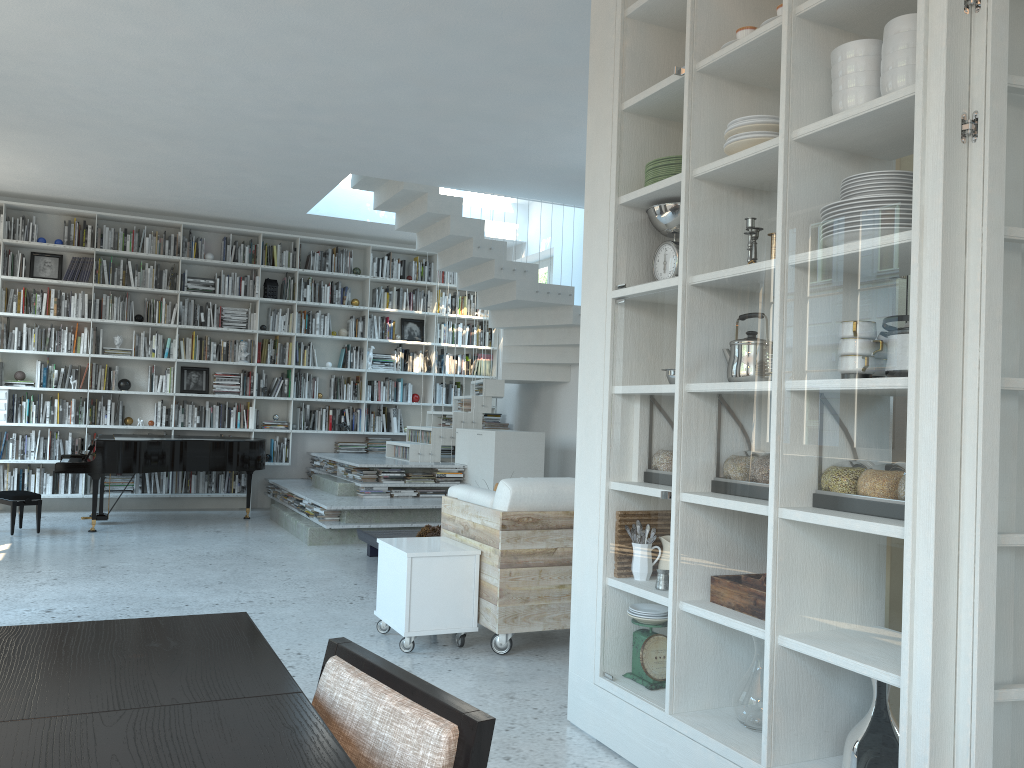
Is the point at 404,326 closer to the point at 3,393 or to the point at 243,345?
the point at 243,345

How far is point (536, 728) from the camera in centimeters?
327cm

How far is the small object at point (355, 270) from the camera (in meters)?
10.46

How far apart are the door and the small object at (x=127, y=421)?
9.07m

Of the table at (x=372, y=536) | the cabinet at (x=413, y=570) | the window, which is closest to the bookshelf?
the window

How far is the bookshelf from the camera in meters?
9.2

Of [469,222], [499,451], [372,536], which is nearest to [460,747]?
[372,536]

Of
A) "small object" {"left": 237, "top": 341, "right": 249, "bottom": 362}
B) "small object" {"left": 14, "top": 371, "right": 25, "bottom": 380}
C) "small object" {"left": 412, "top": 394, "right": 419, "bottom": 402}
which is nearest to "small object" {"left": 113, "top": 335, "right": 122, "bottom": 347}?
"small object" {"left": 14, "top": 371, "right": 25, "bottom": 380}

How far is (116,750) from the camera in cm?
107

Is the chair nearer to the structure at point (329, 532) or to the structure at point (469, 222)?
the structure at point (329, 532)
